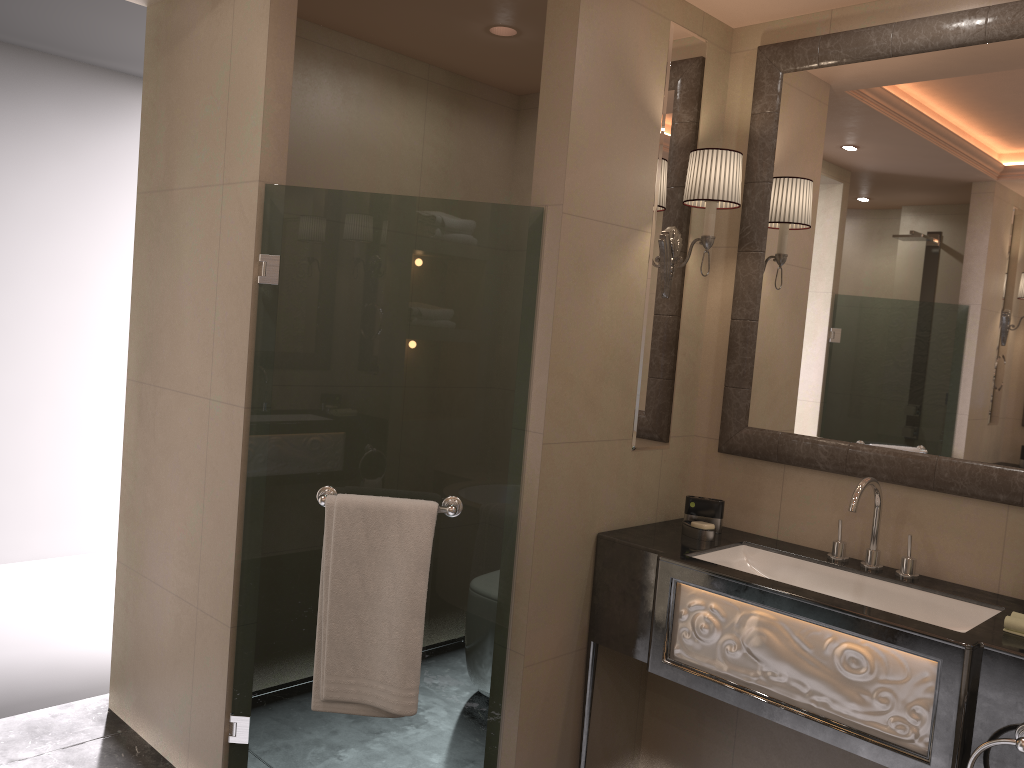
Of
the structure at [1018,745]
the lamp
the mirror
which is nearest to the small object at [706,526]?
the mirror

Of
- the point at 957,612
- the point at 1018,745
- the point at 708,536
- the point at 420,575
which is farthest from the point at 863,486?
the point at 420,575

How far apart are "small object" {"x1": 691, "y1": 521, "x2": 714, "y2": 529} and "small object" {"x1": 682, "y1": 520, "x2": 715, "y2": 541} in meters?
0.0 m

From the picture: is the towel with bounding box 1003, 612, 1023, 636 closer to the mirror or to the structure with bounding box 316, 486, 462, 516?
the mirror

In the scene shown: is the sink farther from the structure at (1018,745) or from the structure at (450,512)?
the structure at (450,512)

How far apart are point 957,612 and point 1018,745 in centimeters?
52cm

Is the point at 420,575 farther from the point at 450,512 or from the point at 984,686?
the point at 984,686

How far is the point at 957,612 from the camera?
2.3m

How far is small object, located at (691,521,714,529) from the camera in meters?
2.7

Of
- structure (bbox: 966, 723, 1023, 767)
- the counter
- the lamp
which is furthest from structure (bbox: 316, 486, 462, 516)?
structure (bbox: 966, 723, 1023, 767)
